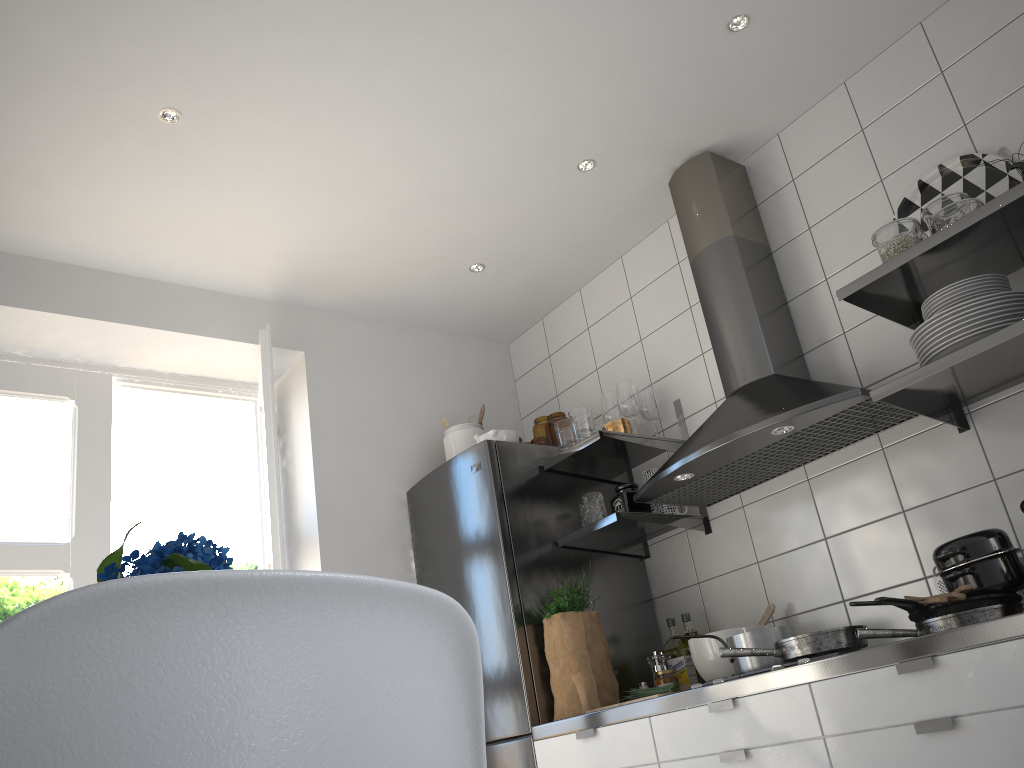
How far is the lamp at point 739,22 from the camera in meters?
2.6

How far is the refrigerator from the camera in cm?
280

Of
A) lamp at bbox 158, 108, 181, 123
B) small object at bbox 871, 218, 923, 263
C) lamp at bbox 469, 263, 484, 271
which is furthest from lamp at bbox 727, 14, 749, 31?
lamp at bbox 158, 108, 181, 123

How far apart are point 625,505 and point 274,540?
1.2 meters

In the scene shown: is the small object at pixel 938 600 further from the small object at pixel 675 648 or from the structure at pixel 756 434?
the small object at pixel 675 648

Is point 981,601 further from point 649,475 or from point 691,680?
point 649,475

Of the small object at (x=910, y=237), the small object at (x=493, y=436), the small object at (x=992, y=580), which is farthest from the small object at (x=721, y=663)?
the small object at (x=910, y=237)

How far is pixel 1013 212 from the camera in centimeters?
206cm

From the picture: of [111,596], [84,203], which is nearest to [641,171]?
[84,203]

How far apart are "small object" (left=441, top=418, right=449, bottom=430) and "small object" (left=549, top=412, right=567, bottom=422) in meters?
0.4 m
